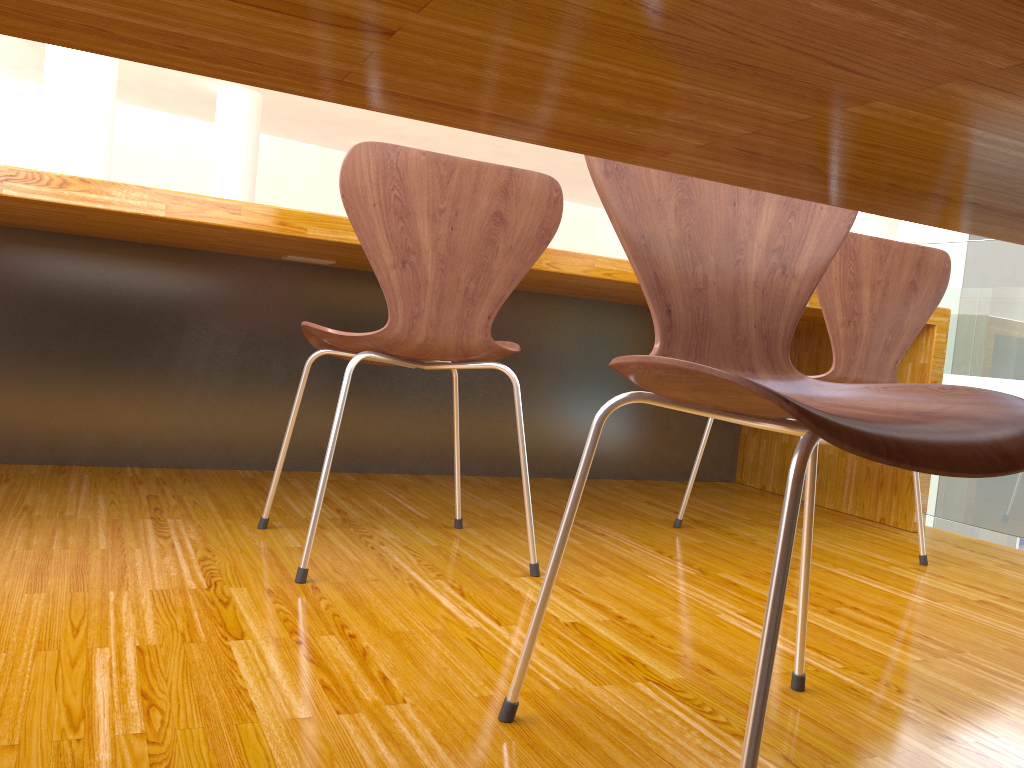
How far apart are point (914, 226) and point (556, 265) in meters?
9.2 m

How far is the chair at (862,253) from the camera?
1.81m

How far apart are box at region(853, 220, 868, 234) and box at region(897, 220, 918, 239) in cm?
54

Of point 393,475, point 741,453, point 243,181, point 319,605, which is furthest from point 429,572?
point 243,181

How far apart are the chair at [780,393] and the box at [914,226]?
9.7m

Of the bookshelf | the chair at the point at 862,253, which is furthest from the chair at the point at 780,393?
the bookshelf

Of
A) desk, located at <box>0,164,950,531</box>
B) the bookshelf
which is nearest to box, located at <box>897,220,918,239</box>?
the bookshelf

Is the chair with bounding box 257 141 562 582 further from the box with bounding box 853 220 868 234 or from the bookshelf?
the box with bounding box 853 220 868 234

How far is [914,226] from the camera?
9.8m

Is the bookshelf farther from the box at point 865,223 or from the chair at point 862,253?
the chair at point 862,253
